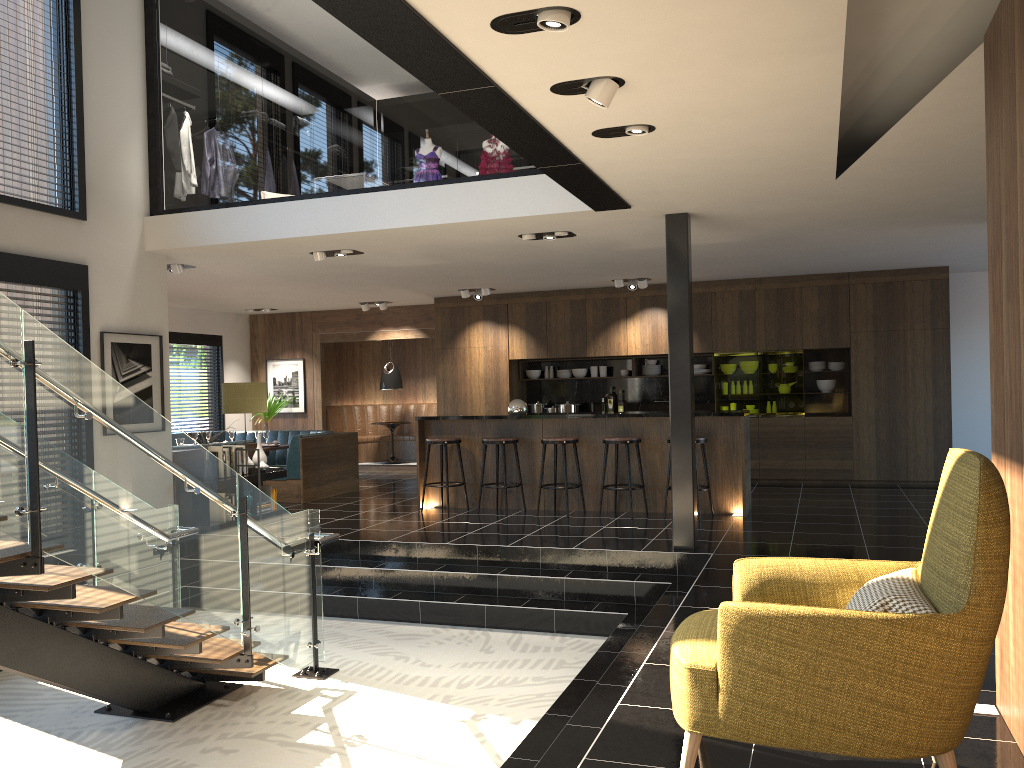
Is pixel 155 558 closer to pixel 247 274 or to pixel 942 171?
pixel 942 171

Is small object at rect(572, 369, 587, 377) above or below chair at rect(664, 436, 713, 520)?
above

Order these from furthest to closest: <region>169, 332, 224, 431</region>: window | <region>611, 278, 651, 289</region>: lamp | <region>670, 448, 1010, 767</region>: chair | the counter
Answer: <region>169, 332, 224, 431</region>: window < <region>611, 278, 651, 289</region>: lamp < the counter < <region>670, 448, 1010, 767</region>: chair

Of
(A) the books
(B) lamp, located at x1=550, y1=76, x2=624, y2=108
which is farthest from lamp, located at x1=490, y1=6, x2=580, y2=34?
(A) the books

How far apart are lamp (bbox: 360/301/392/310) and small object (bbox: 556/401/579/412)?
3.2m

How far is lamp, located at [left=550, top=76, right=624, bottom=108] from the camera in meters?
4.0 m

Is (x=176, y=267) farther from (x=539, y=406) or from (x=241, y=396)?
(x=539, y=406)

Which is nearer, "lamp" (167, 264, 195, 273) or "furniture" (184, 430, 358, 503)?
"lamp" (167, 264, 195, 273)

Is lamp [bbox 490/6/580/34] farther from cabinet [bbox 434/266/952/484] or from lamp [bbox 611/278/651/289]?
cabinet [bbox 434/266/952/484]

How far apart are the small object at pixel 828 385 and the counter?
3.7 meters
